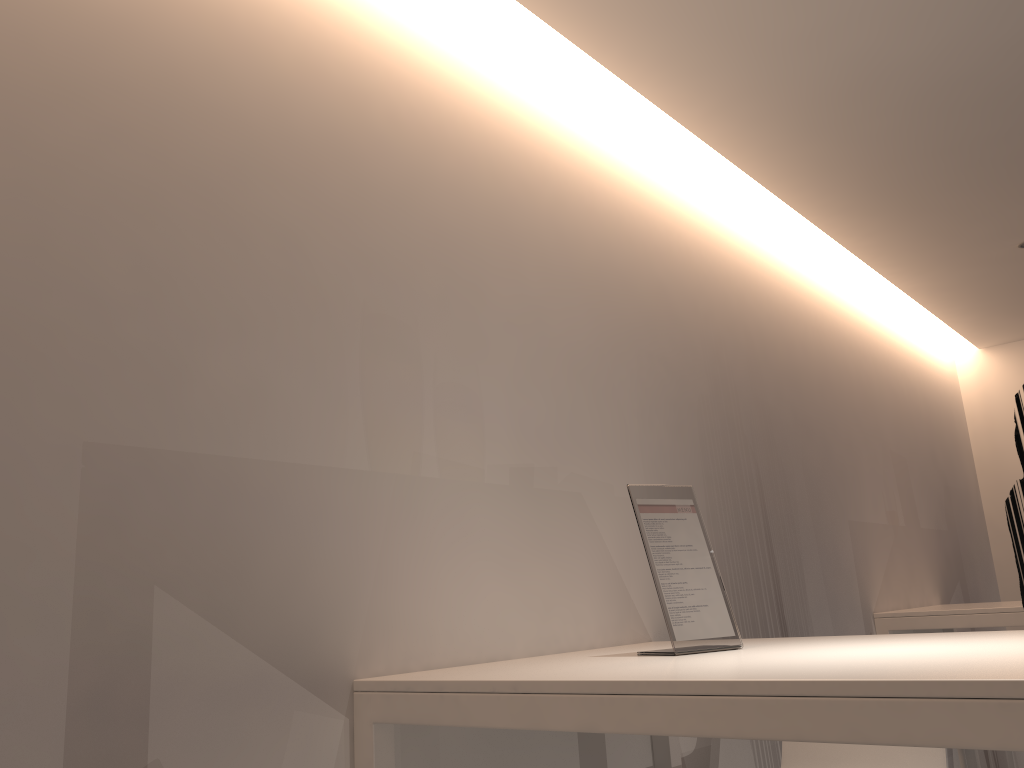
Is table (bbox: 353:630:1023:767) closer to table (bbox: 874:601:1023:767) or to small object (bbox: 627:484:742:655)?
small object (bbox: 627:484:742:655)

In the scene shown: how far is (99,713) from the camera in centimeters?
120cm

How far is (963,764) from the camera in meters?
3.4

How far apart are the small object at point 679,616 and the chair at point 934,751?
0.7 meters

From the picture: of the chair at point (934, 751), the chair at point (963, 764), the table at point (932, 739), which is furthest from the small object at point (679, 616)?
the chair at point (963, 764)

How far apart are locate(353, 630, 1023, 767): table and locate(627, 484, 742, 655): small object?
0.03m

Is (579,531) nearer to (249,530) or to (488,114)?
(249,530)

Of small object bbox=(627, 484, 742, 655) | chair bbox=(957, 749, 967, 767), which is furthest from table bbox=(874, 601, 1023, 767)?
small object bbox=(627, 484, 742, 655)

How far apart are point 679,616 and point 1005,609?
2.2 meters

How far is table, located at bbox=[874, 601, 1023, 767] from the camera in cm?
328
